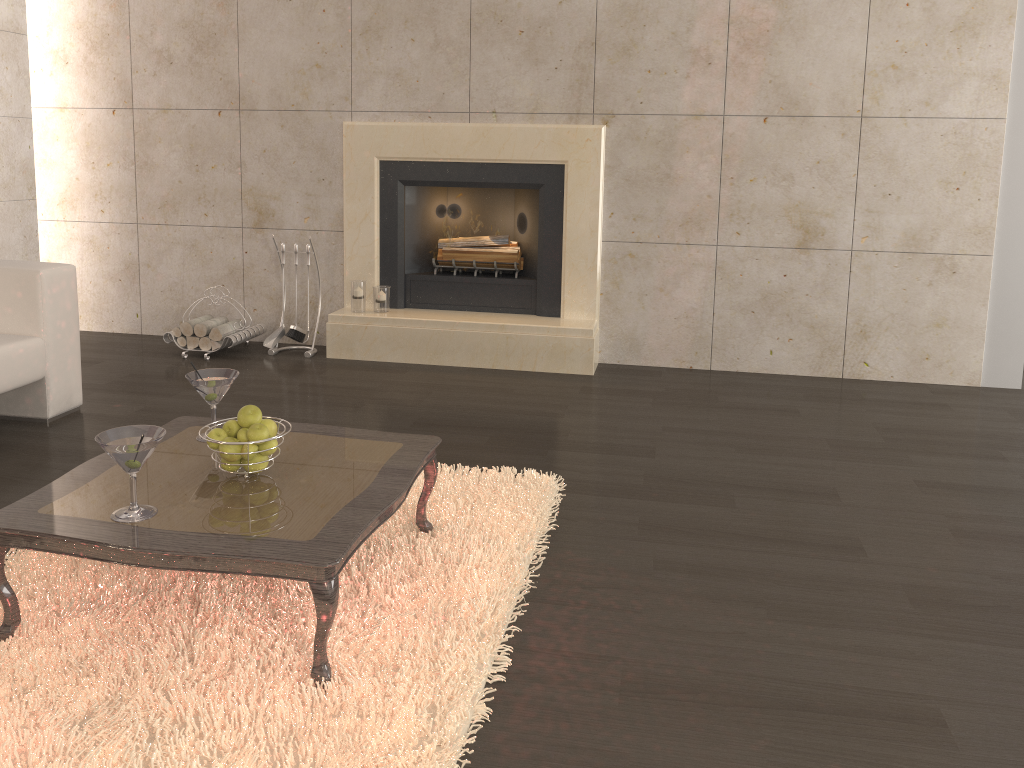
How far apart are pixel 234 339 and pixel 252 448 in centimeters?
284cm

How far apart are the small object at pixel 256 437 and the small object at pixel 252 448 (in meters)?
0.03

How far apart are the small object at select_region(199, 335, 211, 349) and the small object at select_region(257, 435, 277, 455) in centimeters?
290cm

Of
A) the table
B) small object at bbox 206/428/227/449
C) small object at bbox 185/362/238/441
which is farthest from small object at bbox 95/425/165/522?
small object at bbox 185/362/238/441

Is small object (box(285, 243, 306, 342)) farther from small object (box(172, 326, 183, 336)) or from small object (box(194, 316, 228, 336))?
small object (box(172, 326, 183, 336))

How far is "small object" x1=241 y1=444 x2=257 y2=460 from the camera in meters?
2.3

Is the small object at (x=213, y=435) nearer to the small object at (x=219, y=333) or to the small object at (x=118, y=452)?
the small object at (x=118, y=452)

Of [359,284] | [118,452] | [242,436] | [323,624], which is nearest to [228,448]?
[242,436]

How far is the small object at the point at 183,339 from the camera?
5.0 meters

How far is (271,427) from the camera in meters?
2.3
